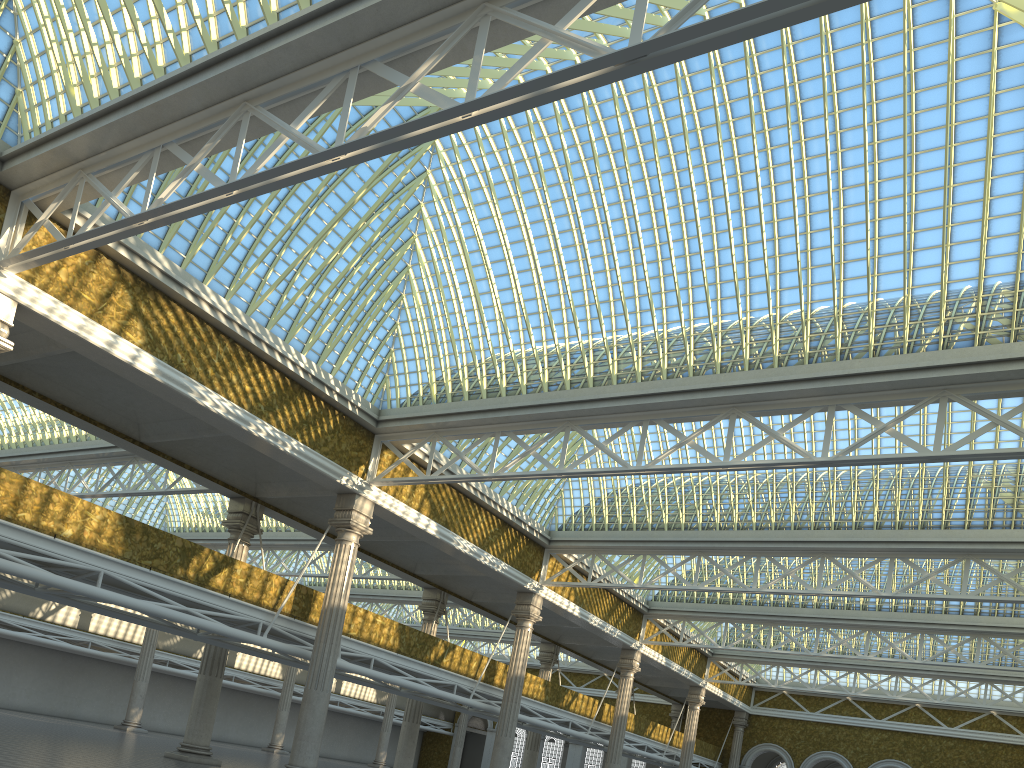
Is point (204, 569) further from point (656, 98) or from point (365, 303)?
point (656, 98)
